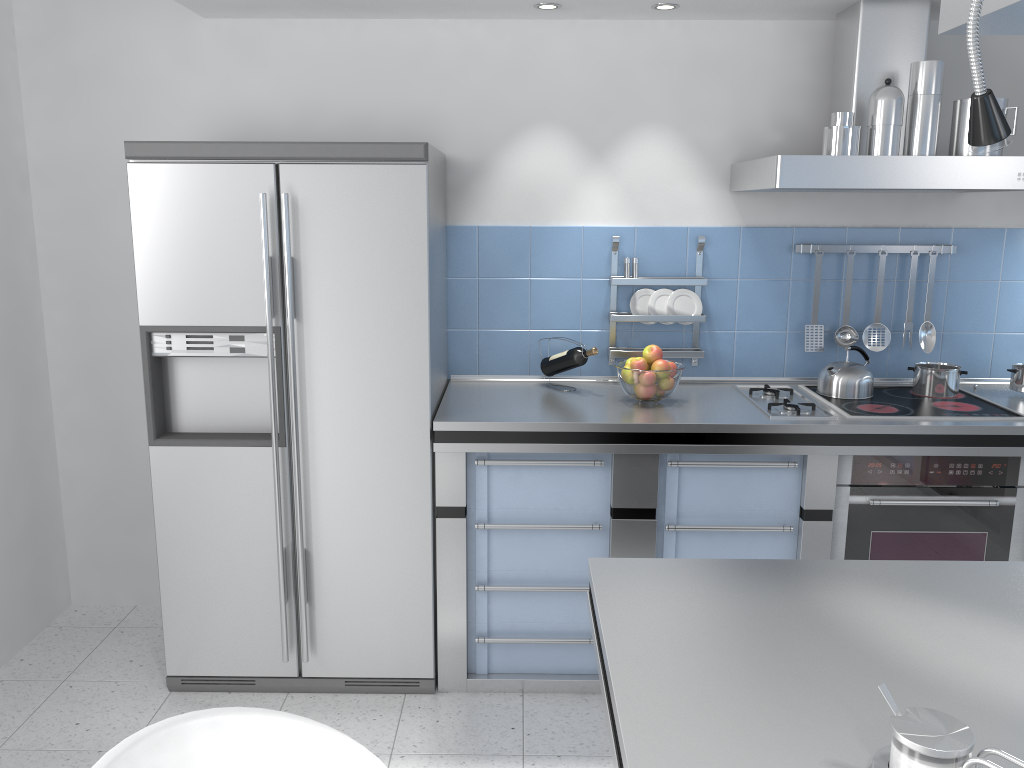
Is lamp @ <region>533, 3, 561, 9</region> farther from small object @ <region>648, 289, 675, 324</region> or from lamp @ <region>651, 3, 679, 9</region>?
small object @ <region>648, 289, 675, 324</region>

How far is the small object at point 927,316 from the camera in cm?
337

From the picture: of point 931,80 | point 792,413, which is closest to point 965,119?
point 931,80

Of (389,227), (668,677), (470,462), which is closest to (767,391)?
(470,462)

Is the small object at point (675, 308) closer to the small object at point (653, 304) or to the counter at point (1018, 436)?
the small object at point (653, 304)

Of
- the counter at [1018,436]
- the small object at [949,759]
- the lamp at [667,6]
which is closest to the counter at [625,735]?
the small object at [949,759]

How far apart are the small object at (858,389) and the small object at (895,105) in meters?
0.8 m

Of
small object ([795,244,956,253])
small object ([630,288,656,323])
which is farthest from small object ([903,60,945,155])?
small object ([630,288,656,323])

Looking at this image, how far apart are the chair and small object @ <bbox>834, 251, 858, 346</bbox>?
2.6 meters

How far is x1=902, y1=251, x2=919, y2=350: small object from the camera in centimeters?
333cm
